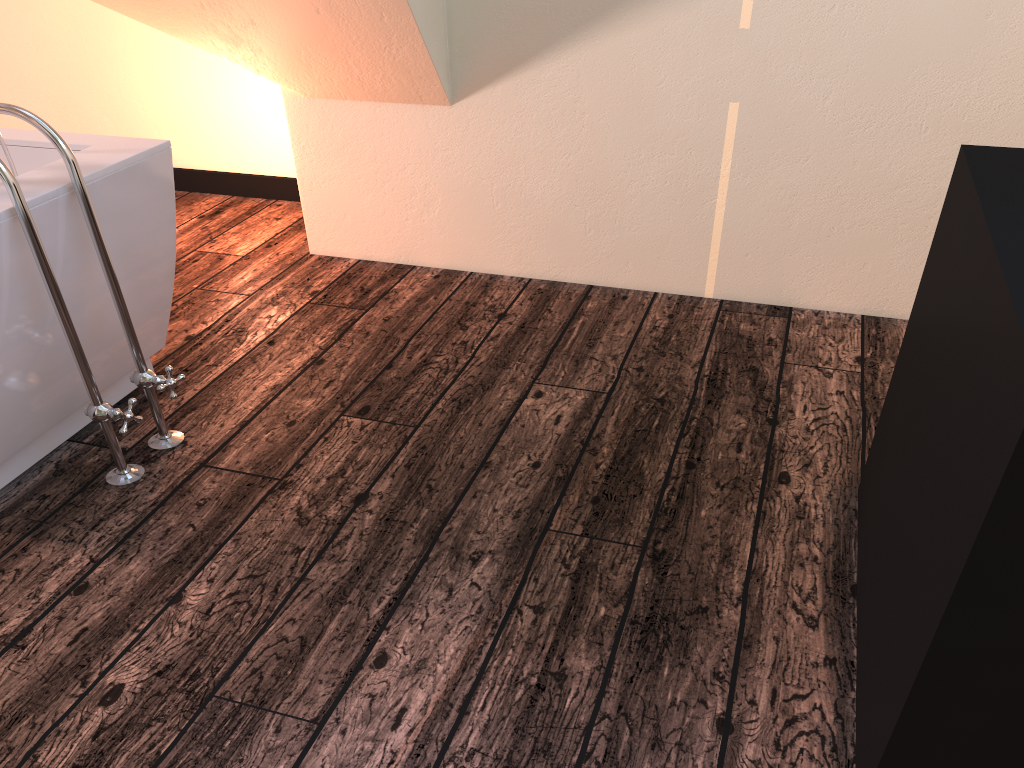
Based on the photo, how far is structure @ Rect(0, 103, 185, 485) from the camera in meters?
1.7 m

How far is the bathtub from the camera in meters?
1.8

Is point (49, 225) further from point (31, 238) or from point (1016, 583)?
point (1016, 583)

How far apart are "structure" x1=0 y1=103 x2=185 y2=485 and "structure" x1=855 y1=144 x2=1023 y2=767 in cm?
154

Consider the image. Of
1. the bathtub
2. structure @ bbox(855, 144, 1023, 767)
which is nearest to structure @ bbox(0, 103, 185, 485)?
the bathtub

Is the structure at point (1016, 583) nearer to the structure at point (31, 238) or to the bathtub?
the structure at point (31, 238)

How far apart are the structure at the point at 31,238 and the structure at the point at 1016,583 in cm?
154

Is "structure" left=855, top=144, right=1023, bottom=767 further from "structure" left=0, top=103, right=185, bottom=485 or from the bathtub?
the bathtub

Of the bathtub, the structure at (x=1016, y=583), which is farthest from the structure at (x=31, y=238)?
the structure at (x=1016, y=583)

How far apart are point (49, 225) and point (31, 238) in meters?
0.1
